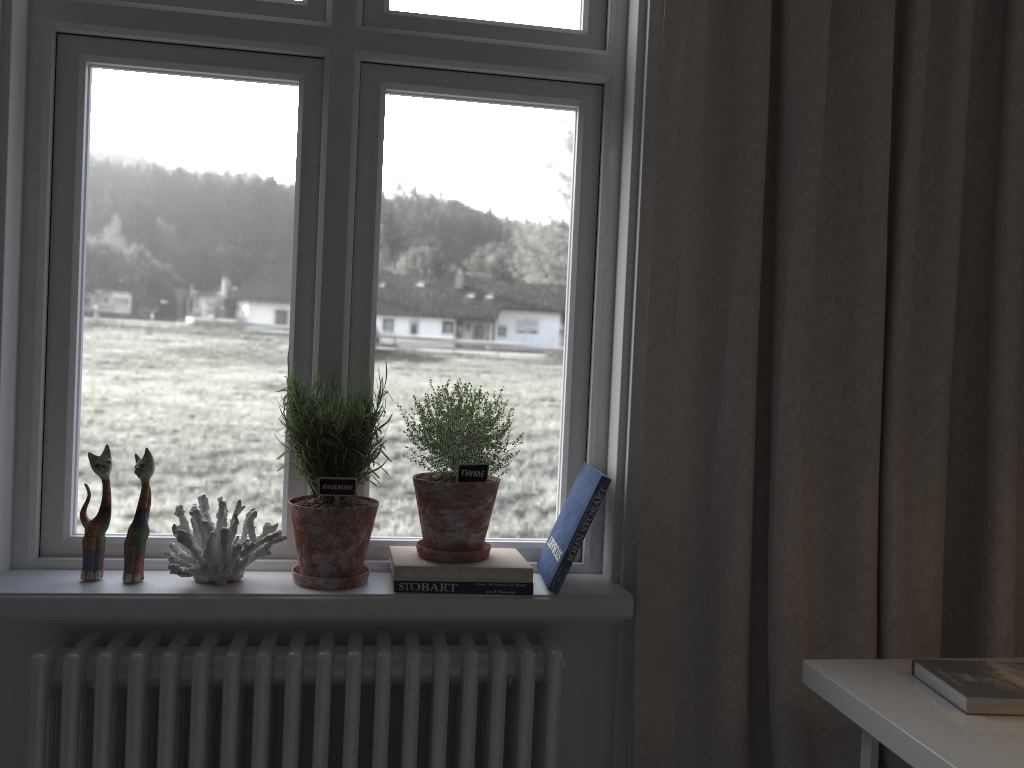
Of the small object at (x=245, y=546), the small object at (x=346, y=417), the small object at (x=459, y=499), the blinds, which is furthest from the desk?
the small object at (x=245, y=546)

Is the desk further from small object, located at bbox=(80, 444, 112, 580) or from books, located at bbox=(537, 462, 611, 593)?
small object, located at bbox=(80, 444, 112, 580)

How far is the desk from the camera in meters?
1.1

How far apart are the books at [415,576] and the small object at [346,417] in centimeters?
5cm

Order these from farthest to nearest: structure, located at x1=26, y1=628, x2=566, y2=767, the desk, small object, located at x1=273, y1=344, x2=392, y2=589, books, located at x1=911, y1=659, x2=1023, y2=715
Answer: small object, located at x1=273, y1=344, x2=392, y2=589, structure, located at x1=26, y1=628, x2=566, y2=767, books, located at x1=911, y1=659, x2=1023, y2=715, the desk

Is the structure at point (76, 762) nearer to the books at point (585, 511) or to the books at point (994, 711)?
the books at point (585, 511)

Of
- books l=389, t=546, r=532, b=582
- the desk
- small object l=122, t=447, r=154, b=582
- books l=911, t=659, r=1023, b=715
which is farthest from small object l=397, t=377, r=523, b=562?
books l=911, t=659, r=1023, b=715

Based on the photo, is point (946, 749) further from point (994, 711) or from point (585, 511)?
point (585, 511)

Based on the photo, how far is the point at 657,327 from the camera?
1.53m

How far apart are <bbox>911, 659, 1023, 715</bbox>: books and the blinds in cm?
20
